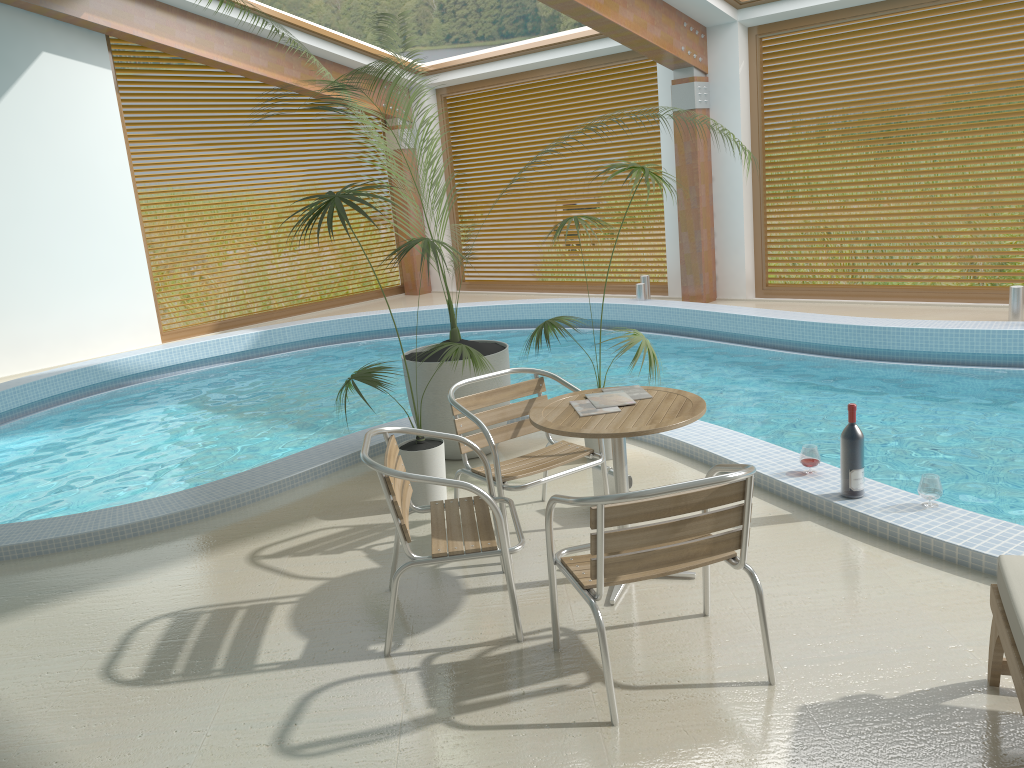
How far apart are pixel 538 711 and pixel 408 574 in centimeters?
122cm

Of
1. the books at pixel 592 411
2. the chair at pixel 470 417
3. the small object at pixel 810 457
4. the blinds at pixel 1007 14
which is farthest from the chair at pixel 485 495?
the blinds at pixel 1007 14

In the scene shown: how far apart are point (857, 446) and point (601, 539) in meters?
1.9

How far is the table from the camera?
3.2m

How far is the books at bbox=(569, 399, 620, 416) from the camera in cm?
350

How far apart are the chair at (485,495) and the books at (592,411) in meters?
0.4 m

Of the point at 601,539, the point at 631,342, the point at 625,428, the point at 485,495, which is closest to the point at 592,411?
the point at 625,428

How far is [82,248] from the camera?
10.2 meters

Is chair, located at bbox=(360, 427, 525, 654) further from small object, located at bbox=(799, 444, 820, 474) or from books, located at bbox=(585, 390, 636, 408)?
small object, located at bbox=(799, 444, 820, 474)

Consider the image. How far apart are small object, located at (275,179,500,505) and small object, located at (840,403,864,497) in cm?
177
